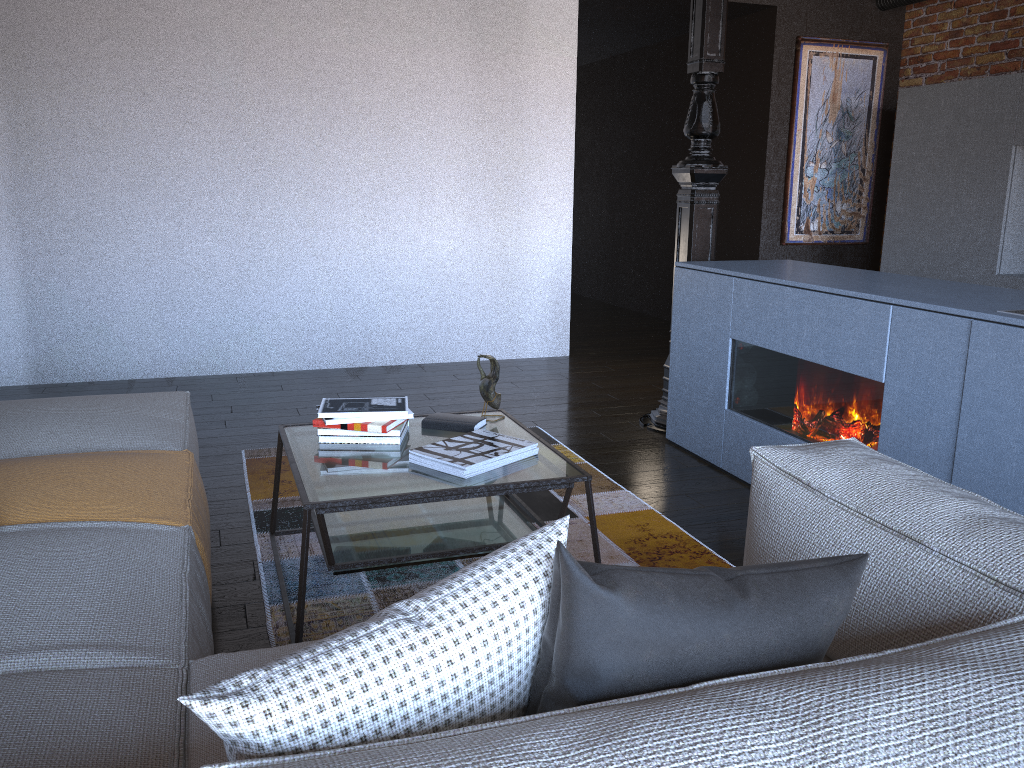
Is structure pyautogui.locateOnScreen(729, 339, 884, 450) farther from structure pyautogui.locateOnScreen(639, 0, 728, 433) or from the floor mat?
structure pyautogui.locateOnScreen(639, 0, 728, 433)

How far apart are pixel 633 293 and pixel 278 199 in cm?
411

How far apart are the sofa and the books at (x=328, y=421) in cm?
40

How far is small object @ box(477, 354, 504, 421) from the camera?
2.89m

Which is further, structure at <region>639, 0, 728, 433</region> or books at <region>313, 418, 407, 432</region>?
structure at <region>639, 0, 728, 433</region>

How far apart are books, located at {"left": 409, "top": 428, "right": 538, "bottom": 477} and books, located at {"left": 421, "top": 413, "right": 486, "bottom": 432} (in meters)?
0.10

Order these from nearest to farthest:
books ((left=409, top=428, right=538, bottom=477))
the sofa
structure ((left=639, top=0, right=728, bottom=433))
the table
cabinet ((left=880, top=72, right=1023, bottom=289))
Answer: the sofa
the table
books ((left=409, top=428, right=538, bottom=477))
structure ((left=639, top=0, right=728, bottom=433))
cabinet ((left=880, top=72, right=1023, bottom=289))

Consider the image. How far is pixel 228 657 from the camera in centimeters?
152cm

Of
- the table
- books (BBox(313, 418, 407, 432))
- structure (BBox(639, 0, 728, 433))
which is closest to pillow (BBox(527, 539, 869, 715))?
the table

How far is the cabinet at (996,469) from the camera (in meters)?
2.41
